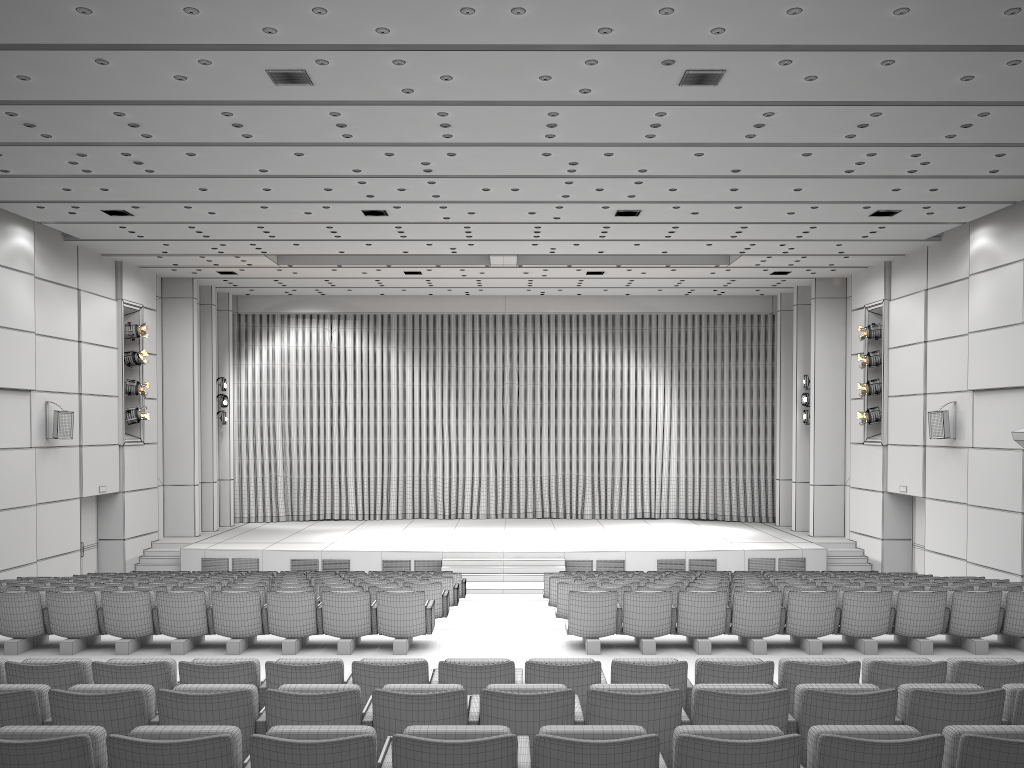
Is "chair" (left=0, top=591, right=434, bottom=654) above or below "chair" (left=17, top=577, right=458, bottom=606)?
above

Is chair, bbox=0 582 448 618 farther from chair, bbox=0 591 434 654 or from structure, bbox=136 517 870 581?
structure, bbox=136 517 870 581

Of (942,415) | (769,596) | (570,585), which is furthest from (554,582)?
(942,415)

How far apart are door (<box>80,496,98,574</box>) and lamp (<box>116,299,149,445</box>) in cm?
141

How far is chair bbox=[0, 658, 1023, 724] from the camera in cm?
546

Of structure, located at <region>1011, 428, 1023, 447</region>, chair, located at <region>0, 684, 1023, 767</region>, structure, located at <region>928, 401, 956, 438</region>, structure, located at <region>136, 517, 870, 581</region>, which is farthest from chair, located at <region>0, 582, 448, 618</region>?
structure, located at <region>928, 401, 956, 438</region>

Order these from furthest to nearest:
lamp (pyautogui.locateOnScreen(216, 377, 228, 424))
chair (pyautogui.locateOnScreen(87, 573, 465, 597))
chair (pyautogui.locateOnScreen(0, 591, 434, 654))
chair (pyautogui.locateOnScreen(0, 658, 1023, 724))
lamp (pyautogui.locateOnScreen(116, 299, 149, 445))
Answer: lamp (pyautogui.locateOnScreen(216, 377, 228, 424))
lamp (pyautogui.locateOnScreen(116, 299, 149, 445))
chair (pyautogui.locateOnScreen(87, 573, 465, 597))
chair (pyautogui.locateOnScreen(0, 591, 434, 654))
chair (pyautogui.locateOnScreen(0, 658, 1023, 724))

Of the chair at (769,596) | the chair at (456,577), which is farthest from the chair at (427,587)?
the chair at (456,577)

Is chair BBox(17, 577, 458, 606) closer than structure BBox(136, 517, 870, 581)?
Yes

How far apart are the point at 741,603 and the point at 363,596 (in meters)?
3.72
